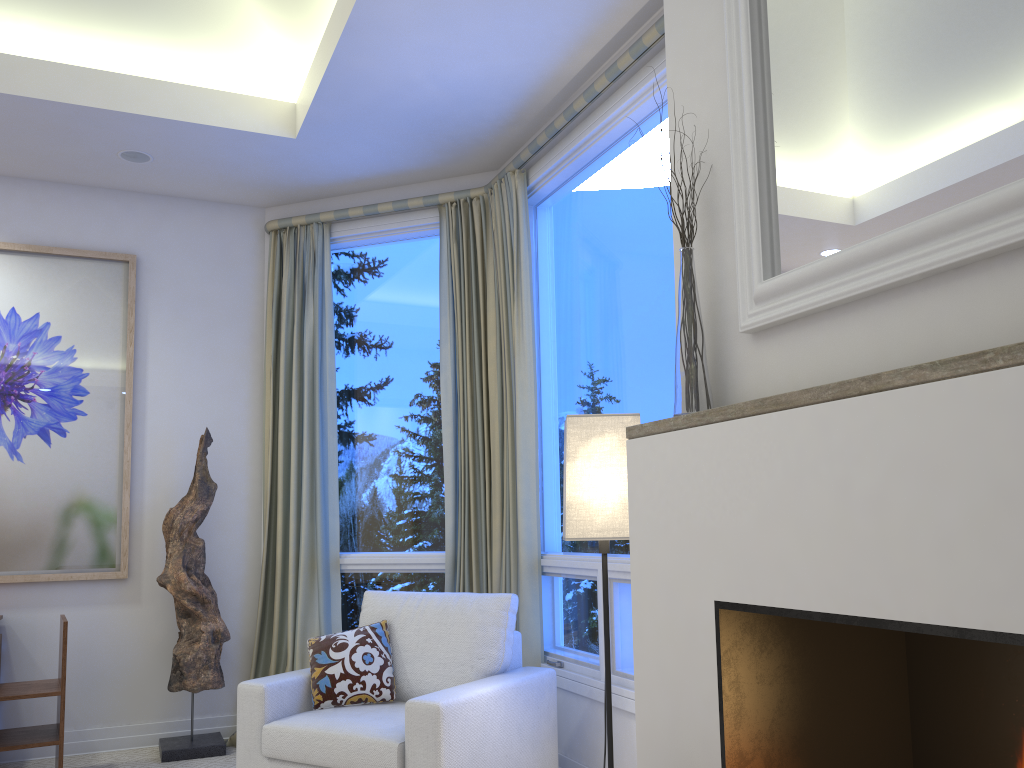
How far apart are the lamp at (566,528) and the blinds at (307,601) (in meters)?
1.97

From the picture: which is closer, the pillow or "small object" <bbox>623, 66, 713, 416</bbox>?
"small object" <bbox>623, 66, 713, 416</bbox>

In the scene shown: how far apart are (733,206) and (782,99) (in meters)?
0.21

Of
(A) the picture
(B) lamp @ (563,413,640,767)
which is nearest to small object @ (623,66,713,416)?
(B) lamp @ (563,413,640,767)

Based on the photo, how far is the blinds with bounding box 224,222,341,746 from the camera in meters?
3.9

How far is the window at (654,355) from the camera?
2.9m

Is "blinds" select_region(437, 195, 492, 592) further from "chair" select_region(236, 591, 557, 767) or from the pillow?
the pillow

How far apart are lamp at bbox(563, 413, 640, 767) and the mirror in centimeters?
61cm

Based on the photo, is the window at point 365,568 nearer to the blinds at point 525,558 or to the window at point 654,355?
the blinds at point 525,558

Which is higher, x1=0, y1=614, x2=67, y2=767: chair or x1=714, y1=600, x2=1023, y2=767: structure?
x1=714, y1=600, x2=1023, y2=767: structure
